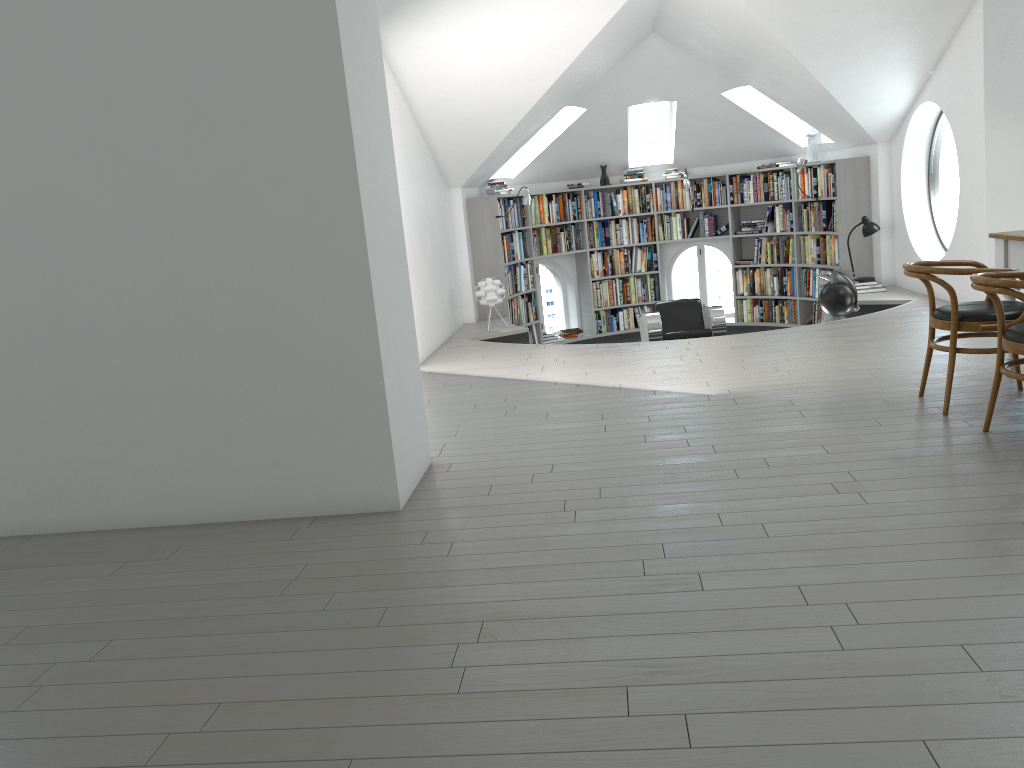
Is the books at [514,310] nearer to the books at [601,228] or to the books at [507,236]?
the books at [507,236]

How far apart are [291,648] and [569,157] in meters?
9.1

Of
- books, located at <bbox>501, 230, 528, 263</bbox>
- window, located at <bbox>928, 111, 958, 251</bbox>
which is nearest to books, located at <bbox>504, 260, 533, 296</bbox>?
books, located at <bbox>501, 230, 528, 263</bbox>

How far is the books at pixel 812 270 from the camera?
10.3m

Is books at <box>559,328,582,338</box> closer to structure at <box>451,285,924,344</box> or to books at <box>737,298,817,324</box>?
structure at <box>451,285,924,344</box>

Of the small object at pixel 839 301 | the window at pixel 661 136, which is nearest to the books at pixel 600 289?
the window at pixel 661 136

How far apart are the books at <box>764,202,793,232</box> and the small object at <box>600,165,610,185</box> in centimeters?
206cm

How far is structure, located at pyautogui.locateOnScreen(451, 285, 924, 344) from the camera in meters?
8.3 m

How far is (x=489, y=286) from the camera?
Result: 8.9 meters

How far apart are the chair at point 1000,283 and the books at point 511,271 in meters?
6.7 m
